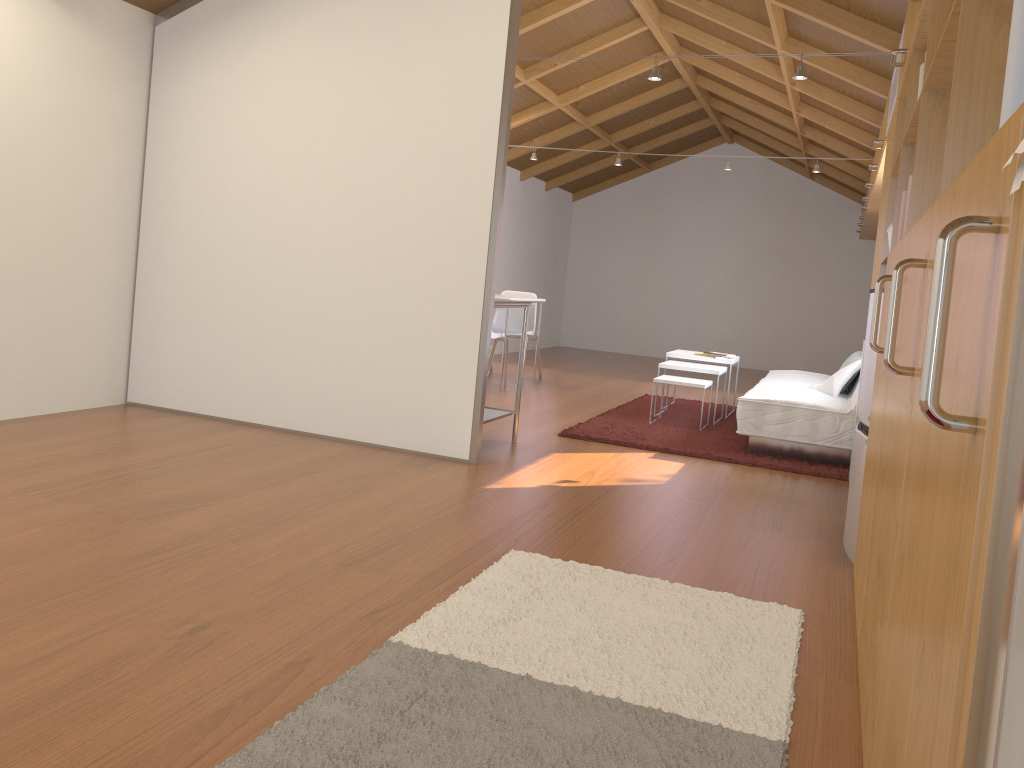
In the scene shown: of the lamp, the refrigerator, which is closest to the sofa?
the refrigerator

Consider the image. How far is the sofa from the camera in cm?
491

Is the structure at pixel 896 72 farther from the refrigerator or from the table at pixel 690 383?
the table at pixel 690 383

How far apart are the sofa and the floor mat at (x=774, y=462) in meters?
0.0 m

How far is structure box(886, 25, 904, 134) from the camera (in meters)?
4.05

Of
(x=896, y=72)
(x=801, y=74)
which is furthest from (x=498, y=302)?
(x=896, y=72)

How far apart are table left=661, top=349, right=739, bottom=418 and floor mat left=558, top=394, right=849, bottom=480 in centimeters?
41cm

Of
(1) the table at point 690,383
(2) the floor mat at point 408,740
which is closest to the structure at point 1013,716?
(2) the floor mat at point 408,740

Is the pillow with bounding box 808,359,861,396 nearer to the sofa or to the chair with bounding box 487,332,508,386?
the sofa

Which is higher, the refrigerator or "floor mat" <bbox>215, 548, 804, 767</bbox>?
the refrigerator
